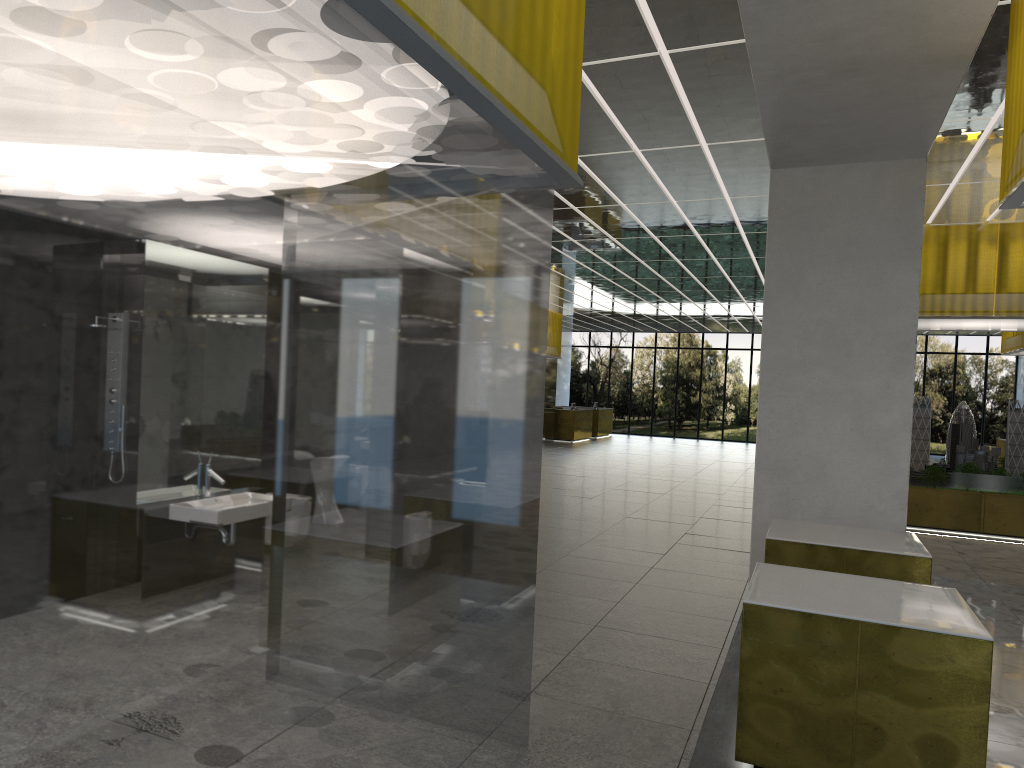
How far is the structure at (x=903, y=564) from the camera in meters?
8.4

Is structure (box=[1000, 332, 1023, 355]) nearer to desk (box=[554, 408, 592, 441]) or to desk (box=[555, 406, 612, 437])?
desk (box=[554, 408, 592, 441])

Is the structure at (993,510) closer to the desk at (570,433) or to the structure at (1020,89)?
the structure at (1020,89)

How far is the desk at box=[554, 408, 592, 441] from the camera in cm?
4168

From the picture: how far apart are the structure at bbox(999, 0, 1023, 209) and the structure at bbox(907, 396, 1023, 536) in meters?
12.2

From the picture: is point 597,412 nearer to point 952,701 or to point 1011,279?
point 1011,279

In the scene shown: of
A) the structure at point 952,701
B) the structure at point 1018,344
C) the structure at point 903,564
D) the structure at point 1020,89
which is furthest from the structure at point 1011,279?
the structure at point 952,701

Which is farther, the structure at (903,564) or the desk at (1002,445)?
the desk at (1002,445)

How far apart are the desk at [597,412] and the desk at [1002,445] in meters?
20.4

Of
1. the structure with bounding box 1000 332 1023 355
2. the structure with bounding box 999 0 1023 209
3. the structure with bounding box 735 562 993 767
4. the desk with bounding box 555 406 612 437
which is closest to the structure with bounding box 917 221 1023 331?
the structure with bounding box 1000 332 1023 355
